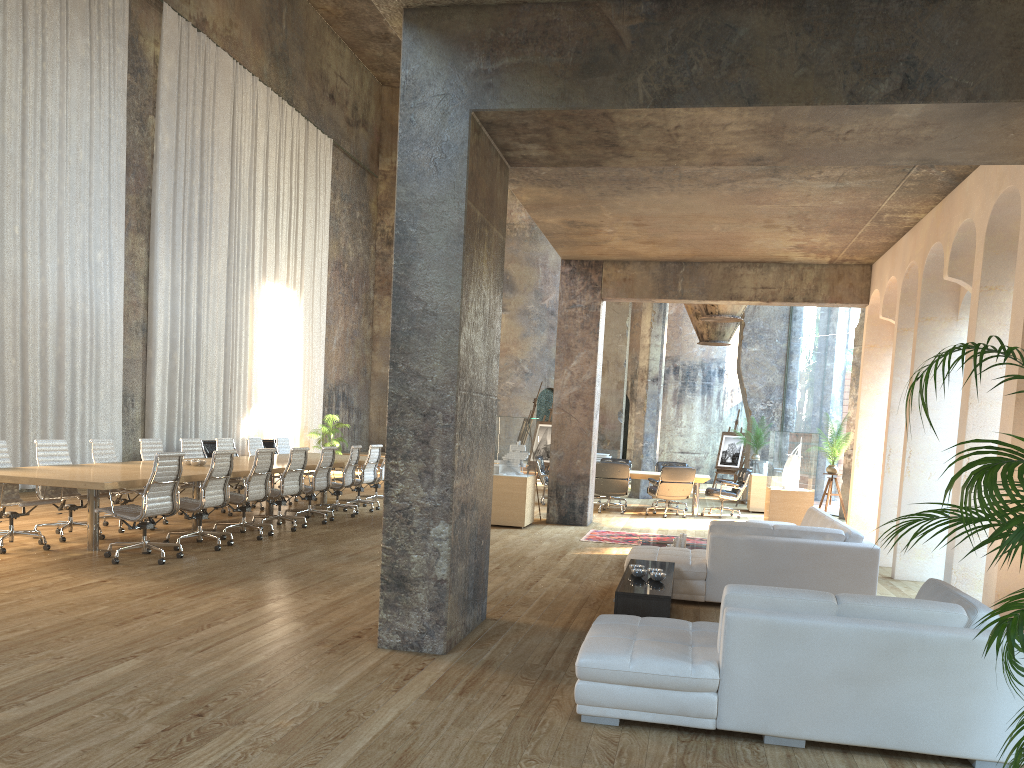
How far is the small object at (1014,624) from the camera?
2.81m

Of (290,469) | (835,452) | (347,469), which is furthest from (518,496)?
(835,452)

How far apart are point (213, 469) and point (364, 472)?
4.55m

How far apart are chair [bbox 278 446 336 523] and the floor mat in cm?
352

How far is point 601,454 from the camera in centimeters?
1694cm

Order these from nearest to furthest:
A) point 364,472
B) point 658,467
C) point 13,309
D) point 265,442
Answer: point 13,309 < point 364,472 < point 658,467 < point 265,442

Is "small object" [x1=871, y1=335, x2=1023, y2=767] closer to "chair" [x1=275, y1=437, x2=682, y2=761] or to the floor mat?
the floor mat

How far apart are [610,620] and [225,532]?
5.57m

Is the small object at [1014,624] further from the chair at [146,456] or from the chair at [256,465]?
the chair at [146,456]

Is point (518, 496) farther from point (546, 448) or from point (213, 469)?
point (546, 448)
